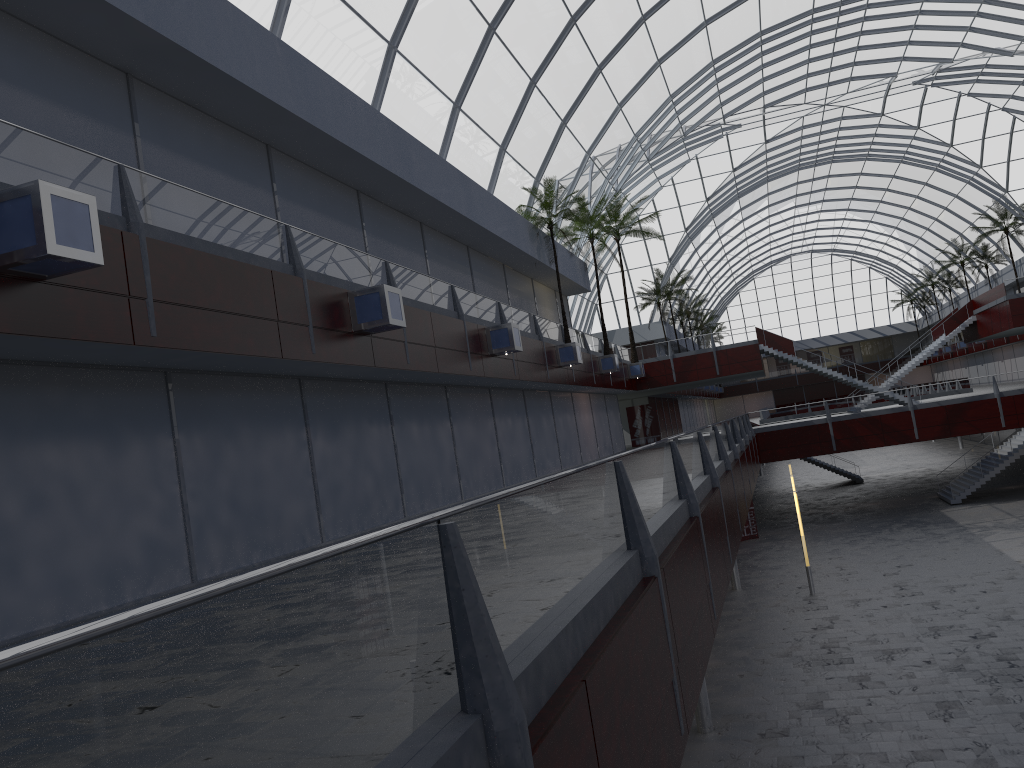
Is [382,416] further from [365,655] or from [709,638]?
[365,655]
